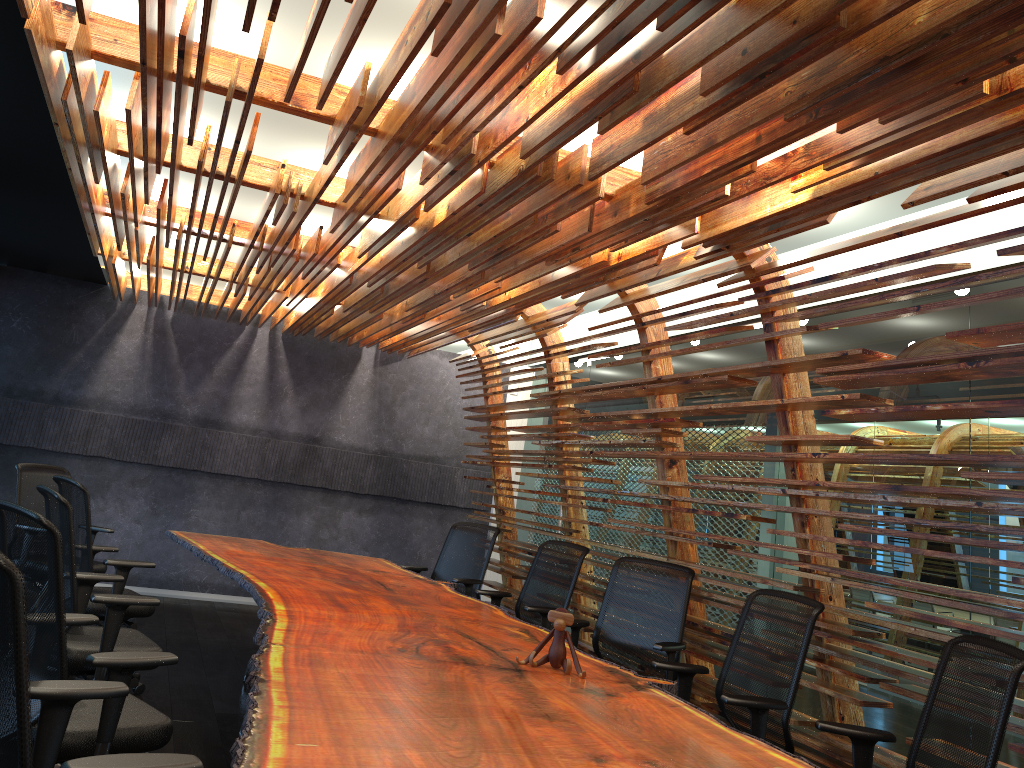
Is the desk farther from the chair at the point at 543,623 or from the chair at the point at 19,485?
the chair at the point at 19,485

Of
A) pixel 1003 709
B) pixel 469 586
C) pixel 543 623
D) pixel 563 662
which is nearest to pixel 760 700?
pixel 563 662

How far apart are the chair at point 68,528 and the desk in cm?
48

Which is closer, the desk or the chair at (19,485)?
the desk

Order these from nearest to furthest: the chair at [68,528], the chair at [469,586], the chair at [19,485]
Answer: the chair at [68,528], the chair at [19,485], the chair at [469,586]

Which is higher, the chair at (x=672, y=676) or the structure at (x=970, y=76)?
the structure at (x=970, y=76)

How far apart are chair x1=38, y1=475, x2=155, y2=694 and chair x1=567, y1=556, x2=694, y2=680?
2.65m

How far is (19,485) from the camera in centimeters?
660cm

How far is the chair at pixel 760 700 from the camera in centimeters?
386cm

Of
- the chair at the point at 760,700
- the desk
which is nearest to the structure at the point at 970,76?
the chair at the point at 760,700
